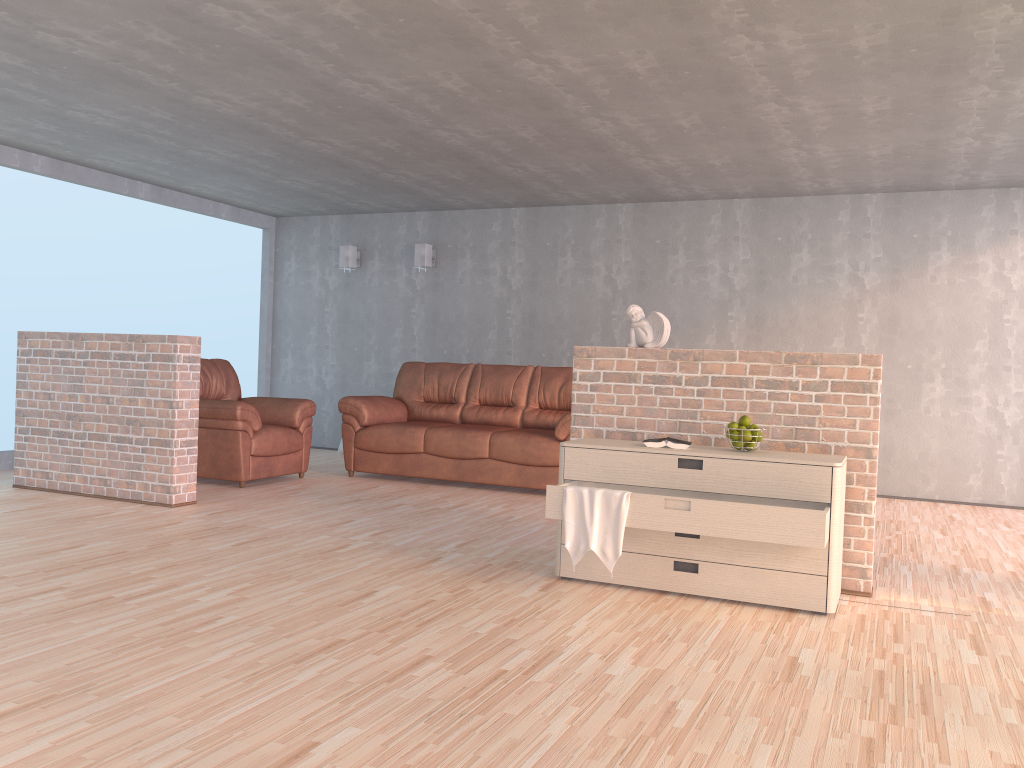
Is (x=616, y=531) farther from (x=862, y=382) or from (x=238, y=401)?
(x=238, y=401)

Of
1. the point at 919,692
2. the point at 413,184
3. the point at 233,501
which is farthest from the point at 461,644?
the point at 413,184

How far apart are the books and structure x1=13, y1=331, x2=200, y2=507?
3.1m

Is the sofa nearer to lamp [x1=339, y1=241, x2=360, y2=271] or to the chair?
the chair

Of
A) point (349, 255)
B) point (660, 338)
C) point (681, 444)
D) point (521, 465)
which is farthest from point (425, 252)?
point (681, 444)

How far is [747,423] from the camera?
3.8 meters

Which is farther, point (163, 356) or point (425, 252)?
point (425, 252)

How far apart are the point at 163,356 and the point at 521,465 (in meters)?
2.61

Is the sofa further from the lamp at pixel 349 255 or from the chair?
the lamp at pixel 349 255

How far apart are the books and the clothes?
0.36m
